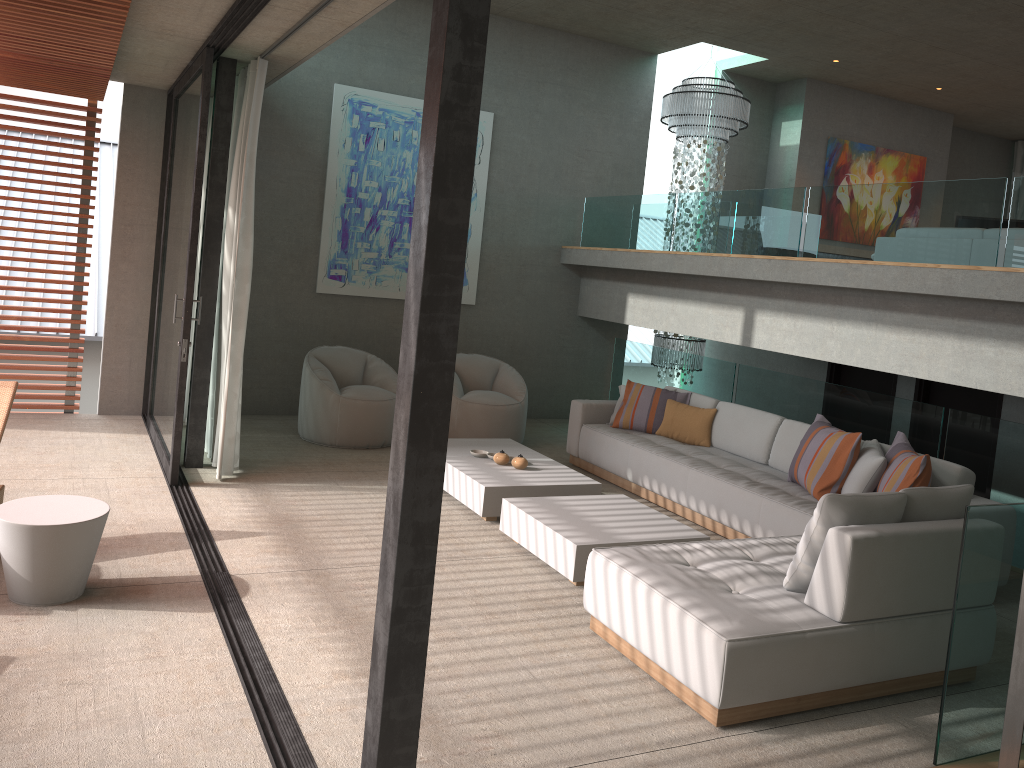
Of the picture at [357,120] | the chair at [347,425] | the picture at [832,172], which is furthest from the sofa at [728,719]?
the picture at [832,172]

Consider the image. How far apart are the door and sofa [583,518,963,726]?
3.6 meters

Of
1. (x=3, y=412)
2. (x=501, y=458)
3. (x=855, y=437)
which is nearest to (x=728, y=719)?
(x=855, y=437)

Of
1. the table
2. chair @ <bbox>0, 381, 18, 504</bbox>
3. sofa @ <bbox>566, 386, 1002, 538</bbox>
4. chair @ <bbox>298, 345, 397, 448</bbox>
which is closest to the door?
sofa @ <bbox>566, 386, 1002, 538</bbox>

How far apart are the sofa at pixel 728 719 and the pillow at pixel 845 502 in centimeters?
3cm

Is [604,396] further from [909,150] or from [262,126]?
[909,150]

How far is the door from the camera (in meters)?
7.55

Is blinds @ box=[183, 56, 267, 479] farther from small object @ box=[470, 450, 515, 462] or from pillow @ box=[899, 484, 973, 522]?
pillow @ box=[899, 484, 973, 522]

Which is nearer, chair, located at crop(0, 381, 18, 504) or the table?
the table

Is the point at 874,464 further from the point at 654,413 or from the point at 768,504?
the point at 654,413
